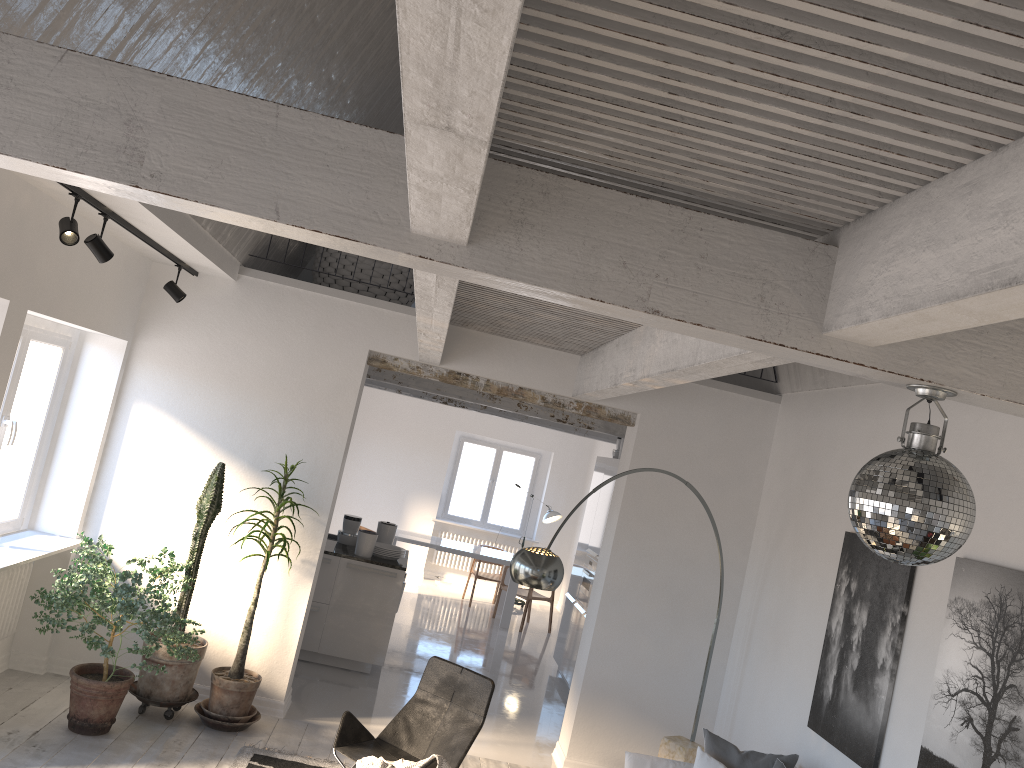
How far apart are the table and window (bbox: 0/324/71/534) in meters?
5.7

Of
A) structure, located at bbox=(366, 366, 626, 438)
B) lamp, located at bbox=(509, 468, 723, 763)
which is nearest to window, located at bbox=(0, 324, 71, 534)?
structure, located at bbox=(366, 366, 626, 438)

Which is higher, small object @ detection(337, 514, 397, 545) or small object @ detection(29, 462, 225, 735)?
small object @ detection(337, 514, 397, 545)

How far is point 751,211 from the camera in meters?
2.6 m

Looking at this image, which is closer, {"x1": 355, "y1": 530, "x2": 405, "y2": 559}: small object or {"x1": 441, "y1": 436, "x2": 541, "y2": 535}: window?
{"x1": 355, "y1": 530, "x2": 405, "y2": 559}: small object

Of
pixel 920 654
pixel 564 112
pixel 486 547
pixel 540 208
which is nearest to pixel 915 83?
pixel 564 112

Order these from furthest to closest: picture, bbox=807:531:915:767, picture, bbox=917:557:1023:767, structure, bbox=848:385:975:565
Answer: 1. picture, bbox=807:531:915:767
2. picture, bbox=917:557:1023:767
3. structure, bbox=848:385:975:565

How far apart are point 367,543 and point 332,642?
0.91m

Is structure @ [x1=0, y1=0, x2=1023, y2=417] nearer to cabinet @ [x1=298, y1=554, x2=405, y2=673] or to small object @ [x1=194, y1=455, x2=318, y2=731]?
small object @ [x1=194, y1=455, x2=318, y2=731]

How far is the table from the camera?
11.41m
